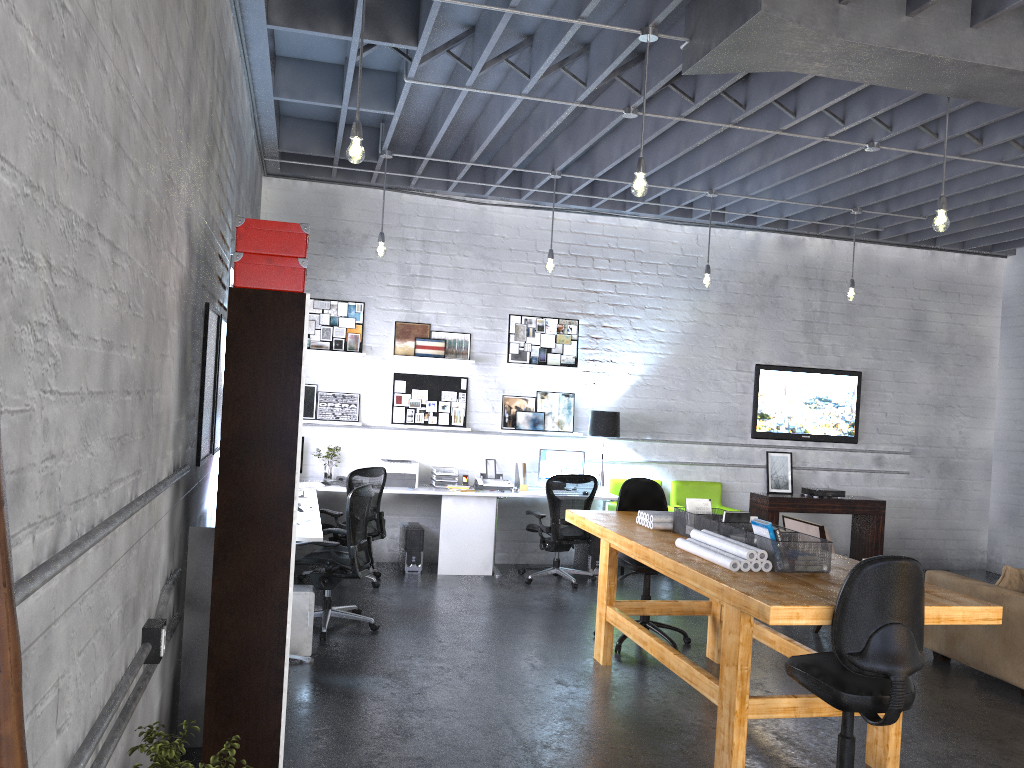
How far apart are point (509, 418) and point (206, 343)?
5.0 meters

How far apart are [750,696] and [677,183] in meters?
5.0

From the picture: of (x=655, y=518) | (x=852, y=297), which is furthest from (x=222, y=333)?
(x=852, y=297)

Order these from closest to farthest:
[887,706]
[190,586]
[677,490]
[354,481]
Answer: [887,706] < [190,586] < [354,481] < [677,490]

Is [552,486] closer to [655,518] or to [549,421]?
[549,421]

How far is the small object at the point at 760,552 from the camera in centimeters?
430cm

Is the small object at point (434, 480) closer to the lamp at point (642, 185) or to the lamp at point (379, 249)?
the lamp at point (379, 249)

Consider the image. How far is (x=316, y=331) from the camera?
8.6 meters

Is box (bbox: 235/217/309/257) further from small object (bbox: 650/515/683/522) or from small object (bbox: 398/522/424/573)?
small object (bbox: 398/522/424/573)

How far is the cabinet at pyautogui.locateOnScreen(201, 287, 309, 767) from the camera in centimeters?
325cm
